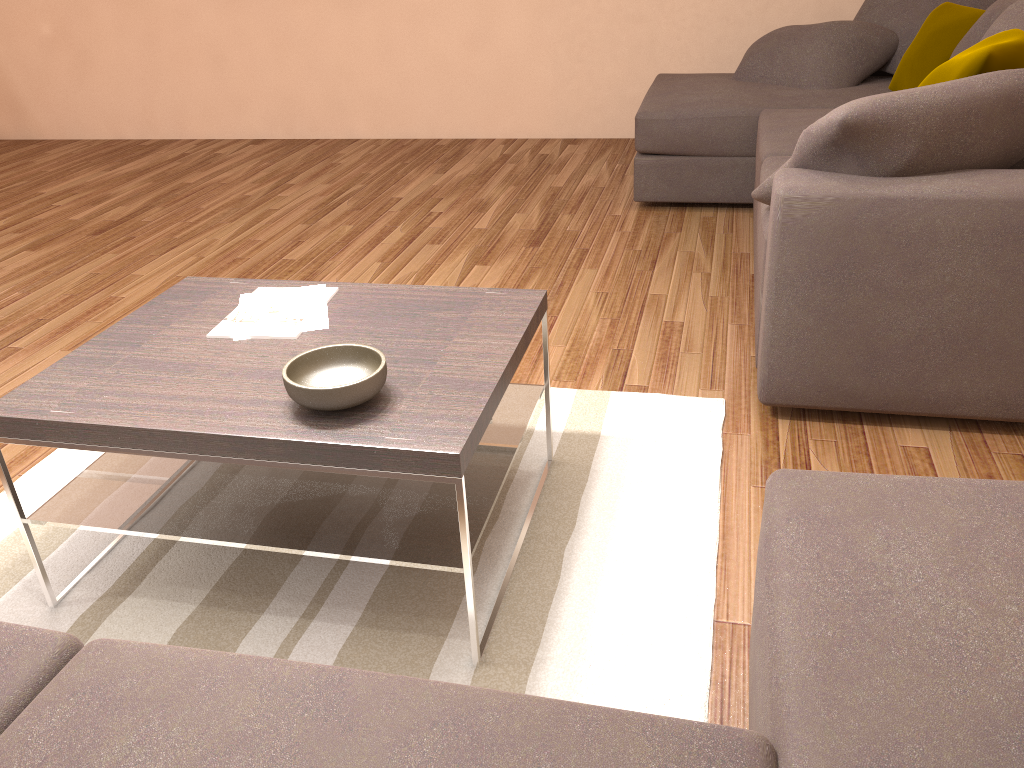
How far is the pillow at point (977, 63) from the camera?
2.7 meters

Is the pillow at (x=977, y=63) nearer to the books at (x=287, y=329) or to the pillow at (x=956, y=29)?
the pillow at (x=956, y=29)

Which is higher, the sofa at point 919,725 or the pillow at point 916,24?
the pillow at point 916,24

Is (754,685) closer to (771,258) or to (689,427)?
(689,427)

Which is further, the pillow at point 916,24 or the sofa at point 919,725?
the pillow at point 916,24

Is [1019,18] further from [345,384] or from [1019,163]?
[345,384]

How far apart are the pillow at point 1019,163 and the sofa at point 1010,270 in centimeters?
28cm

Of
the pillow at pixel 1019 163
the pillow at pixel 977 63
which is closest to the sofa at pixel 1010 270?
the pillow at pixel 1019 163

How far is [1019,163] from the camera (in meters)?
2.73

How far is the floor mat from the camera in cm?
196
